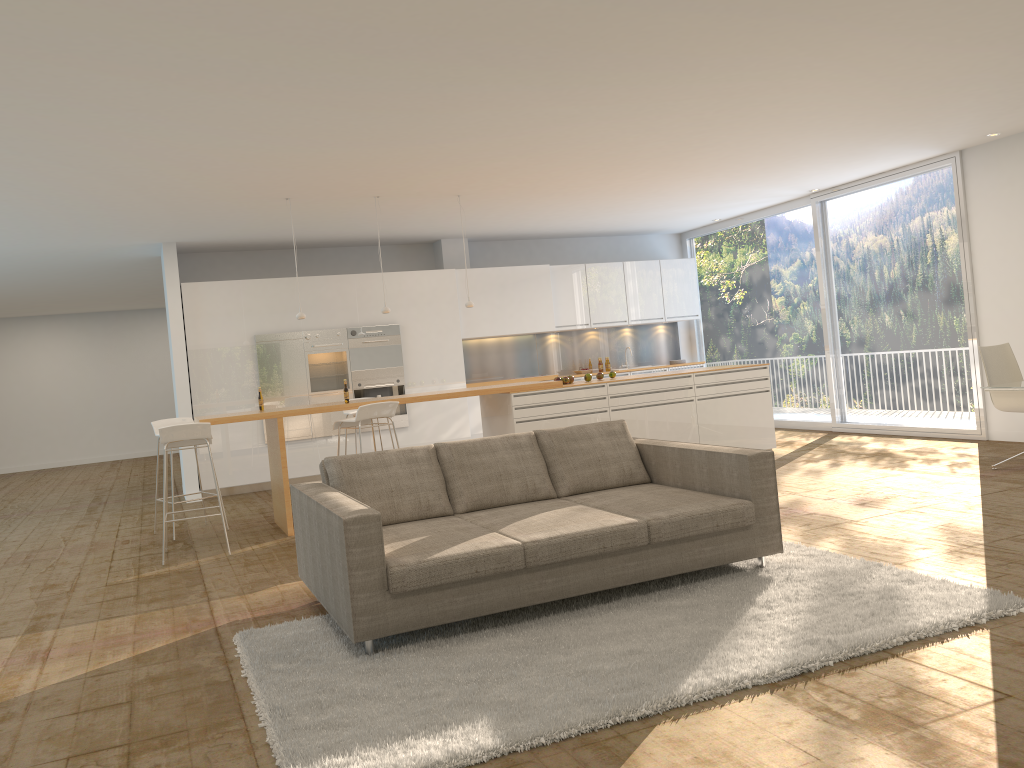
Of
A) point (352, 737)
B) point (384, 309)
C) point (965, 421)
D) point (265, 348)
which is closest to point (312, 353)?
point (265, 348)

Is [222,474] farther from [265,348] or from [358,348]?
[358,348]

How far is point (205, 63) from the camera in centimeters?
462cm

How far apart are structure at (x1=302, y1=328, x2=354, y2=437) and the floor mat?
6.34m

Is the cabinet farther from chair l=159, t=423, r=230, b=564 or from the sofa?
the sofa

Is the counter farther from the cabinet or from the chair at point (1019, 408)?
the cabinet

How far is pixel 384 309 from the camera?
8.61m

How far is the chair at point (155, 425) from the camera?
8.1 meters

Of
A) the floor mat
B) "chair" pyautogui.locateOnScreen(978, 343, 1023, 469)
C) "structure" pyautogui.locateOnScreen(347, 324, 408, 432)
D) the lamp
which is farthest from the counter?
the floor mat

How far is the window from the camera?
9.46m
